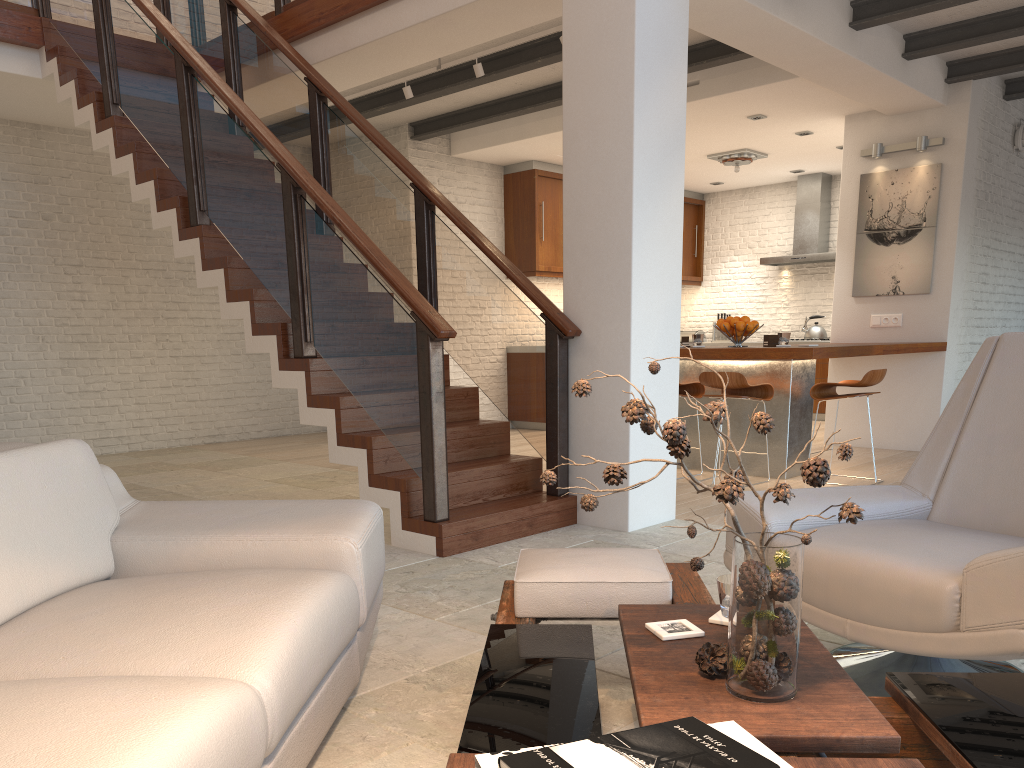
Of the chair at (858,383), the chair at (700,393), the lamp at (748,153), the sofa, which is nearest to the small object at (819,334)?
the lamp at (748,153)

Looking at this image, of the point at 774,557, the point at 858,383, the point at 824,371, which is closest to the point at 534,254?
the point at 824,371

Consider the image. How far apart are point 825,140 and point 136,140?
6.5 meters

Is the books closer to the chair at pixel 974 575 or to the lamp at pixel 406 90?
the chair at pixel 974 575

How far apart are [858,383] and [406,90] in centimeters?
401cm

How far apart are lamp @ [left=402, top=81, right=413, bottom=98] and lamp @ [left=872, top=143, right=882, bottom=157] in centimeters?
406cm

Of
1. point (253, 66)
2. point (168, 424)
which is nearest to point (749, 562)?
point (253, 66)

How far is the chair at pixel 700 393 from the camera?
6.43m

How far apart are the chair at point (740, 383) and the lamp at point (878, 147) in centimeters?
290cm

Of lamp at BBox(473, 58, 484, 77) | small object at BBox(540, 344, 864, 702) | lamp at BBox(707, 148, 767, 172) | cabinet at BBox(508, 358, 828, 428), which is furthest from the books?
cabinet at BBox(508, 358, 828, 428)
